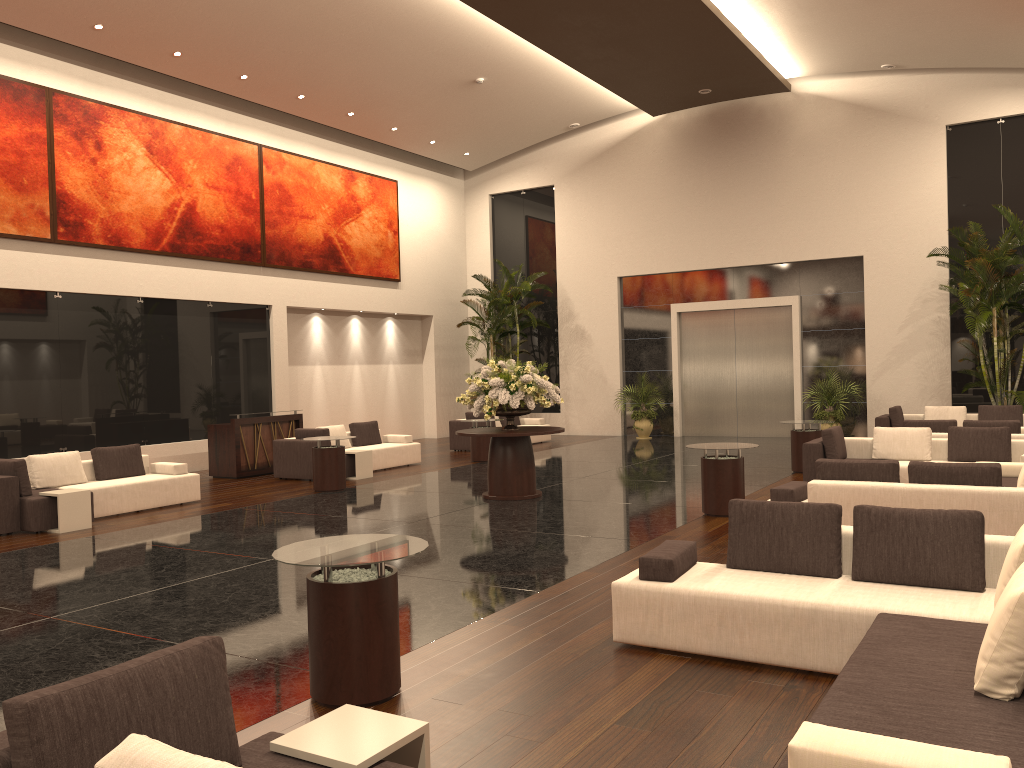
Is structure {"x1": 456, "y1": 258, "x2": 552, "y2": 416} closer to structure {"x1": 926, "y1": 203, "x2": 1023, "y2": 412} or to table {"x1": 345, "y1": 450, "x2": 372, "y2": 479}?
table {"x1": 345, "y1": 450, "x2": 372, "y2": 479}

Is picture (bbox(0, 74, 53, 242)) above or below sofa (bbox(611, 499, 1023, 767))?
above

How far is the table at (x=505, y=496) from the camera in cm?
1192

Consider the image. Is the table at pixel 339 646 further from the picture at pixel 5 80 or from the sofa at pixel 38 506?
the picture at pixel 5 80

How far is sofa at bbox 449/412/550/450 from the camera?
19.3 meters

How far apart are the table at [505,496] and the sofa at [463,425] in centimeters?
705cm

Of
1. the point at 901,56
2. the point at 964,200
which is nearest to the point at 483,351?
the point at 964,200

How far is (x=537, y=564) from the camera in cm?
792

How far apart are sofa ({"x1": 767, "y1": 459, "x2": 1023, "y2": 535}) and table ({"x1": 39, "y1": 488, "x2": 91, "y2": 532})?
7.9 meters

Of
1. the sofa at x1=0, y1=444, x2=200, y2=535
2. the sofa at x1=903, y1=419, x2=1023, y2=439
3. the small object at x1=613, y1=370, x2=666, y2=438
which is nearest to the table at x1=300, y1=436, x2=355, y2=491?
the sofa at x1=0, y1=444, x2=200, y2=535
